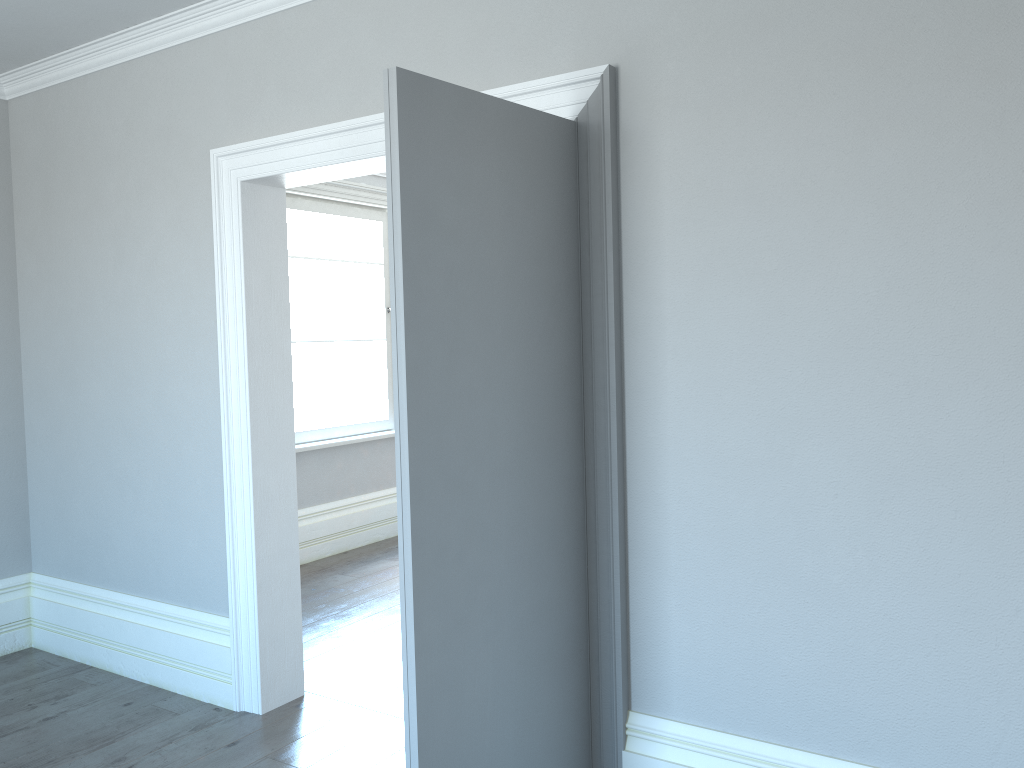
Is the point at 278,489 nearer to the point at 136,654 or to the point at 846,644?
the point at 136,654

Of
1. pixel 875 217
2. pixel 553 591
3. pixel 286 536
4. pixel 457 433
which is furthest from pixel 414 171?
pixel 286 536
